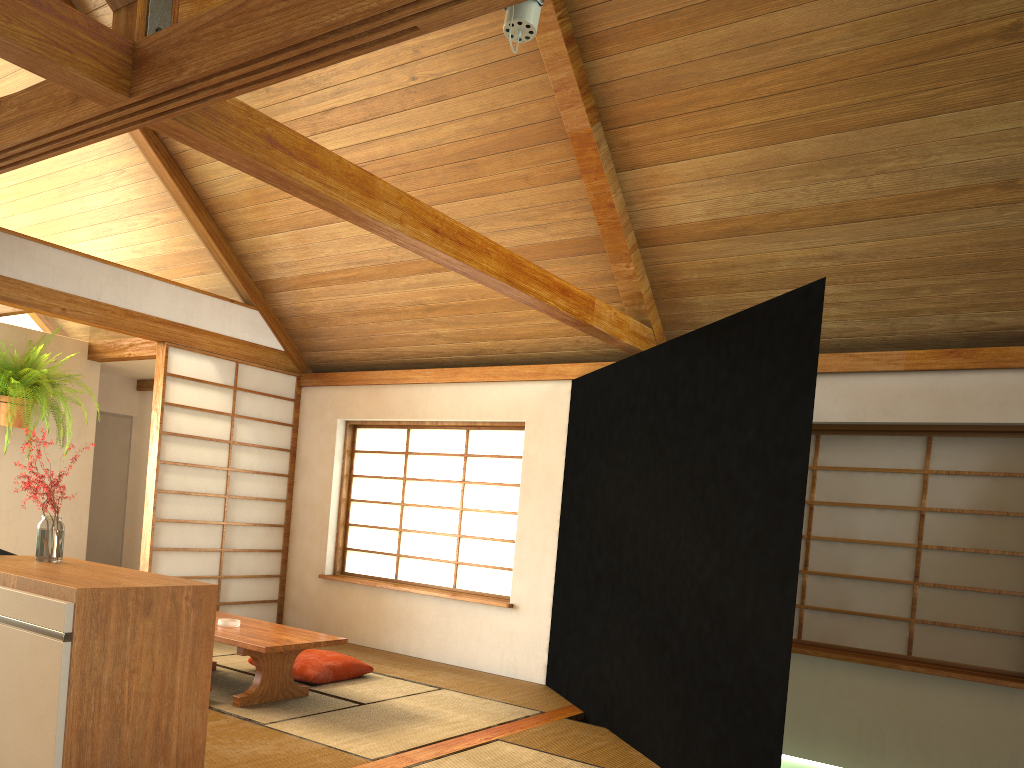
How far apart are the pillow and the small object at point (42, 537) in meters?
1.9

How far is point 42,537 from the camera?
3.1m

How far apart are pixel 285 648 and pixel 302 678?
0.8 meters

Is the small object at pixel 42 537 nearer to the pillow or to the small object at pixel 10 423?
the pillow

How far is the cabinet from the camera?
2.4m

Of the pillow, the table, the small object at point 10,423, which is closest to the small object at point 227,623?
the table

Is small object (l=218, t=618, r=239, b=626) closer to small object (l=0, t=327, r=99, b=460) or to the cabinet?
the cabinet

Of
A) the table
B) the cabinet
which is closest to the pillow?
the table

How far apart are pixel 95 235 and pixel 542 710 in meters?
3.9 m

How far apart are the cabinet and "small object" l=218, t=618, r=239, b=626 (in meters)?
1.40
